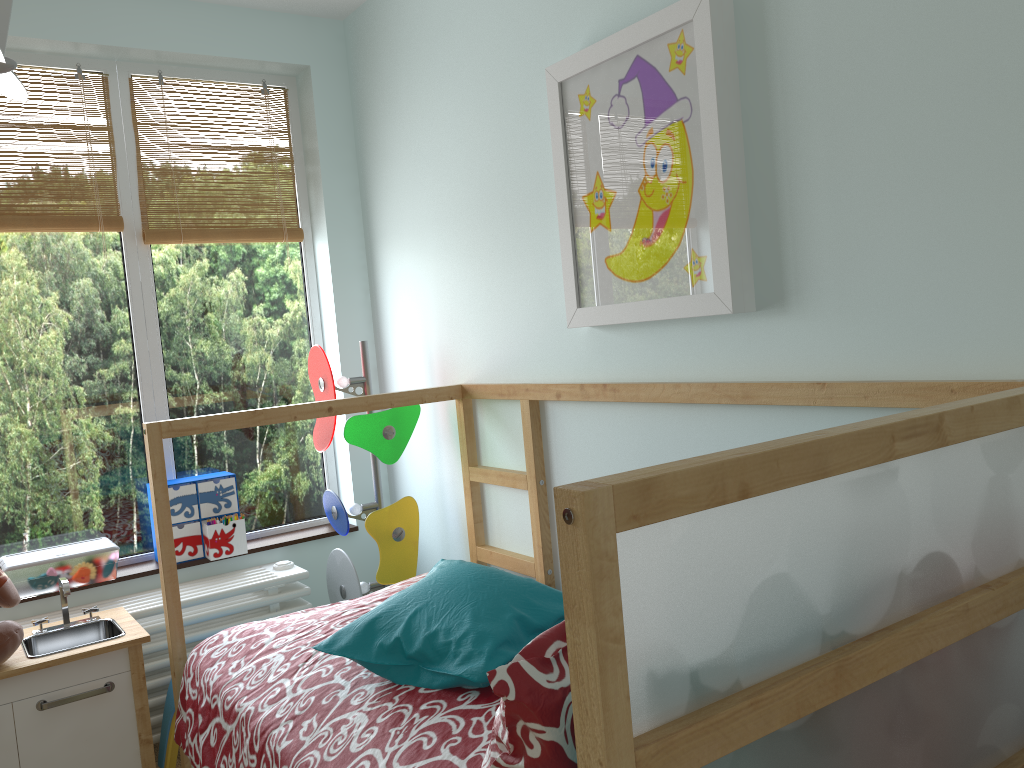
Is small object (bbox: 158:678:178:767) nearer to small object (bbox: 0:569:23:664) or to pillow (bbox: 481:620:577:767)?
small object (bbox: 0:569:23:664)

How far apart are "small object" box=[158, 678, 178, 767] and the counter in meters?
0.2

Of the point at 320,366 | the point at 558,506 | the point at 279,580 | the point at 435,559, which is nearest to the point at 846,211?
the point at 558,506

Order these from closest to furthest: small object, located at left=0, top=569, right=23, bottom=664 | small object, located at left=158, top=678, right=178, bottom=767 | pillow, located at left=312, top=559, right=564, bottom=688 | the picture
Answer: pillow, located at left=312, top=559, right=564, bottom=688
the picture
small object, located at left=0, top=569, right=23, bottom=664
small object, located at left=158, top=678, right=178, bottom=767

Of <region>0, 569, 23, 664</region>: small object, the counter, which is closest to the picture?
the counter

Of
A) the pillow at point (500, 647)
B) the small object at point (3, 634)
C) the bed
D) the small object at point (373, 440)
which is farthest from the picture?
the small object at point (3, 634)

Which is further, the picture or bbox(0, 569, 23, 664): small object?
bbox(0, 569, 23, 664): small object

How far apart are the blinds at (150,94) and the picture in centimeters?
127cm

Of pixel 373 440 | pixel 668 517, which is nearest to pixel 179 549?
pixel 373 440

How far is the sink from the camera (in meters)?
2.17
